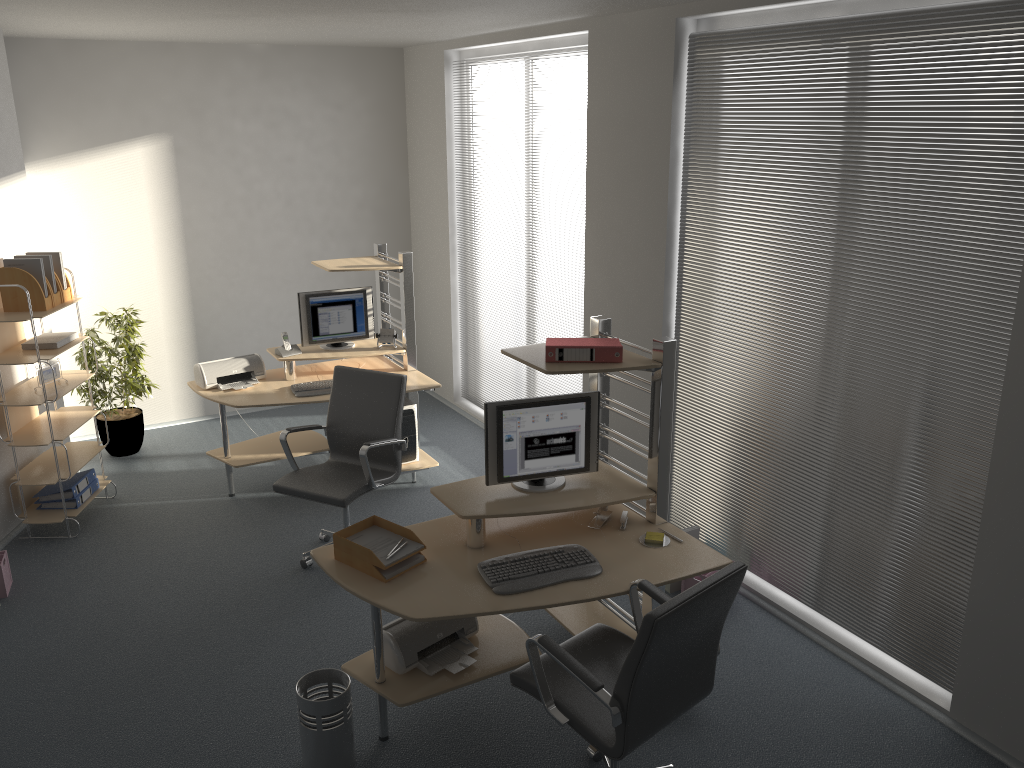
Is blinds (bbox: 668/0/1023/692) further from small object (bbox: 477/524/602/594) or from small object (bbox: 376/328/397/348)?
small object (bbox: 376/328/397/348)

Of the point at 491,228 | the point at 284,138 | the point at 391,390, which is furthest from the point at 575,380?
the point at 284,138

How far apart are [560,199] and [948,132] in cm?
302

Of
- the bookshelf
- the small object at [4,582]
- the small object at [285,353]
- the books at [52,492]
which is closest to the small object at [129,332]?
the bookshelf

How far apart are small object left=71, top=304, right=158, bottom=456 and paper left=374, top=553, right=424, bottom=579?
3.8 meters

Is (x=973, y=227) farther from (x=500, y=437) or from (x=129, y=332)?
(x=129, y=332)

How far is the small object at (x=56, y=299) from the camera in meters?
5.3

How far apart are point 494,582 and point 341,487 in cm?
163

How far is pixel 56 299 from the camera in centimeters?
534cm

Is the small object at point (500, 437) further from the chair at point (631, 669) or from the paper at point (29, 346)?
the paper at point (29, 346)
